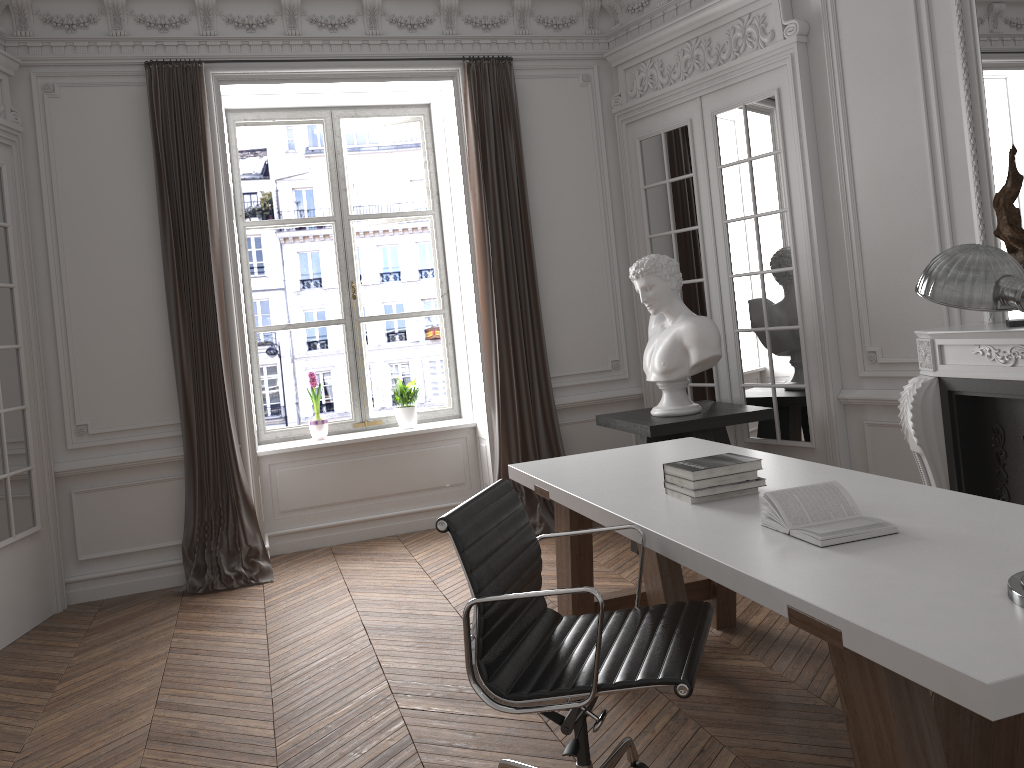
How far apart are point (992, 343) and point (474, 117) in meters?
3.4 m

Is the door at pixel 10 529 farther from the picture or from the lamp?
the lamp

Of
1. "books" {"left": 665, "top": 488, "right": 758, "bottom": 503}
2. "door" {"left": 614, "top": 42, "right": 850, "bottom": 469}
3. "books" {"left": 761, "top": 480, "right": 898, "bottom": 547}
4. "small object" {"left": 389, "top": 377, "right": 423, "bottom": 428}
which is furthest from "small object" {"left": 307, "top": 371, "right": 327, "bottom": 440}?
"books" {"left": 761, "top": 480, "right": 898, "bottom": 547}

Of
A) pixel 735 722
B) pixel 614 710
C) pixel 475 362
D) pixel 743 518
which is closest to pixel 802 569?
pixel 743 518

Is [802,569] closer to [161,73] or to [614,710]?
[614,710]

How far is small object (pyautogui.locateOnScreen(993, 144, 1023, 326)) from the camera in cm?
360

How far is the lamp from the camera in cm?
175

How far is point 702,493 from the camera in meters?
2.8

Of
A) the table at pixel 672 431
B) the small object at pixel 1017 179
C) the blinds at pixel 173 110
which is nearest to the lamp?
the small object at pixel 1017 179

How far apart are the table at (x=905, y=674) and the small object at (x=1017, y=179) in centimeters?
115cm
